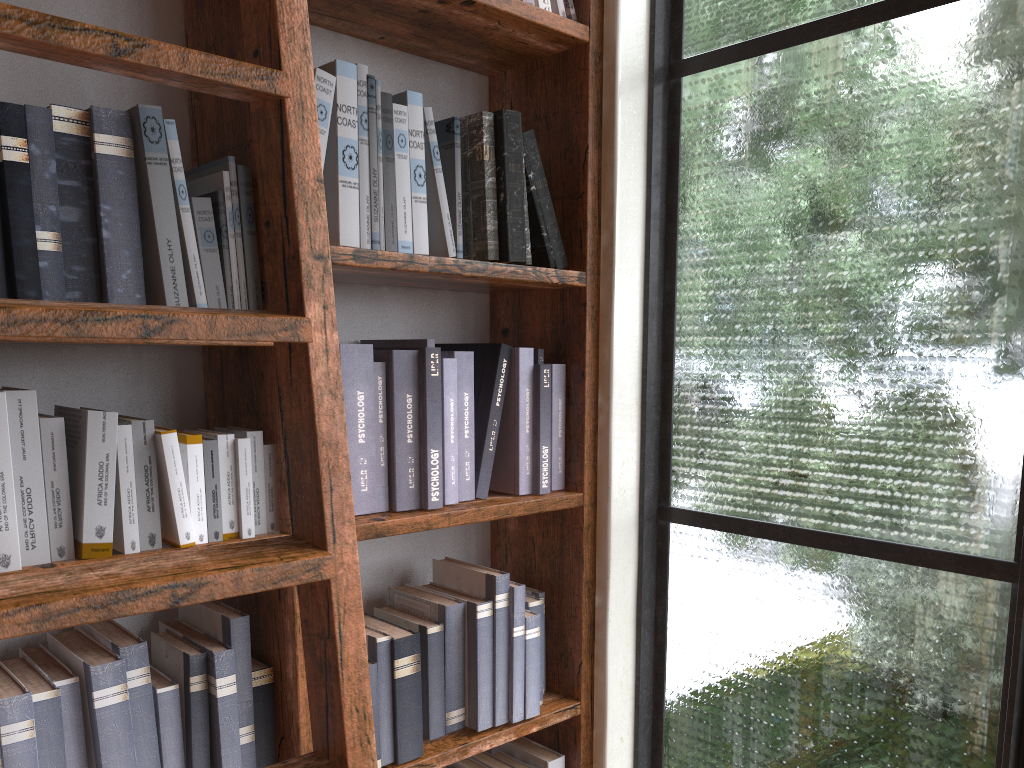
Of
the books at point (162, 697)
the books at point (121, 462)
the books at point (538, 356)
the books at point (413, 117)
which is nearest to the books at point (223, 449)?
the books at point (121, 462)

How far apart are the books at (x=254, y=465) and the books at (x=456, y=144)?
0.5 meters

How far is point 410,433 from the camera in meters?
1.5 m

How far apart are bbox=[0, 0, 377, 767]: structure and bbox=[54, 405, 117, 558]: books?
0.3 meters

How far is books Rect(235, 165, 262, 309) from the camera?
1.31m

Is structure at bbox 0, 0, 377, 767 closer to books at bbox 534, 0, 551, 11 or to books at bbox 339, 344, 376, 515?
books at bbox 339, 344, 376, 515

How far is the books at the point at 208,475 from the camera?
1.2m

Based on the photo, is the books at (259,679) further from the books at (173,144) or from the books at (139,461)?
the books at (173,144)

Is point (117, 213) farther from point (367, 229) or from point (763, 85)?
point (763, 85)

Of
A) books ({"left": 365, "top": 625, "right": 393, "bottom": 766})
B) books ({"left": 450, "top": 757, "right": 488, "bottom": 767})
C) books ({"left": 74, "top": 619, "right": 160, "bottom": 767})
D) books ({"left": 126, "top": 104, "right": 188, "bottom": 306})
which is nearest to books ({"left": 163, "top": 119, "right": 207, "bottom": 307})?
books ({"left": 126, "top": 104, "right": 188, "bottom": 306})
